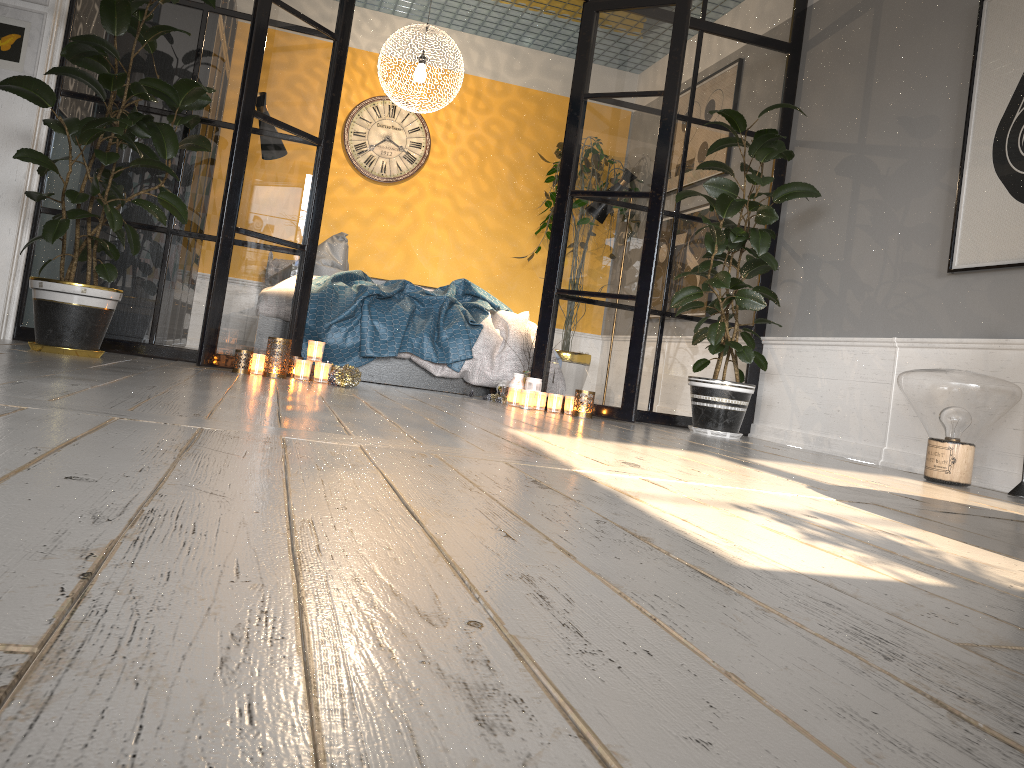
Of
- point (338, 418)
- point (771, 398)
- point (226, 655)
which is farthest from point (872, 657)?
point (771, 398)

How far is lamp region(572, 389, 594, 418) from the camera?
4.53m

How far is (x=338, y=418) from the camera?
2.5m

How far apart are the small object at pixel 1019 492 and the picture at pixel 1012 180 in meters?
0.9 m

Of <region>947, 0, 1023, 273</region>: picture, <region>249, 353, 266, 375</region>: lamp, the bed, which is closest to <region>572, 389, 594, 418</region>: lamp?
the bed

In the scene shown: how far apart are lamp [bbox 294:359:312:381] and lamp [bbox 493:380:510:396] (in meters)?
1.24

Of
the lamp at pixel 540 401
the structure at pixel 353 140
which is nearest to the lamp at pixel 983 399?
the lamp at pixel 540 401

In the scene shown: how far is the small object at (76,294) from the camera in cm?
355

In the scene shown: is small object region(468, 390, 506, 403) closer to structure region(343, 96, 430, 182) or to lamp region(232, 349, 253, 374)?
lamp region(232, 349, 253, 374)

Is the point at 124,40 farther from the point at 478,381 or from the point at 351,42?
the point at 351,42
